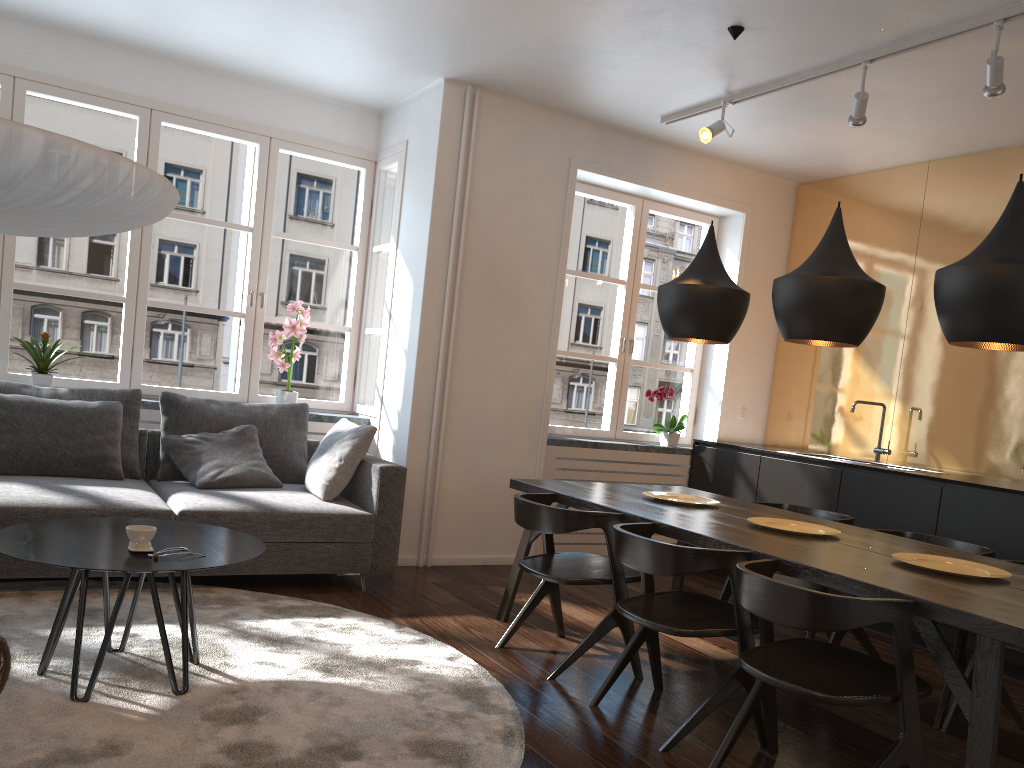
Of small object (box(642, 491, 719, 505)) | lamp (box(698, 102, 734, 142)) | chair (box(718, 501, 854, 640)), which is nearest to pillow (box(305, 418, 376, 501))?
small object (box(642, 491, 719, 505))

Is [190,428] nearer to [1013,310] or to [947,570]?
[947,570]

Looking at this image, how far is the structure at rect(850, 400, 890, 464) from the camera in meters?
5.5 m

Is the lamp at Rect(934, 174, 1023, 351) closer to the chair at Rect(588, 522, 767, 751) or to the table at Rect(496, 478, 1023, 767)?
the table at Rect(496, 478, 1023, 767)

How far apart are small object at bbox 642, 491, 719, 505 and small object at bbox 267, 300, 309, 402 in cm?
250

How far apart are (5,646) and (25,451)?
2.51m

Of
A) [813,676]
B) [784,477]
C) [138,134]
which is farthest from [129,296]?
[813,676]

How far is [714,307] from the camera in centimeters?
383cm

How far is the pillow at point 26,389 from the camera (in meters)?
4.46

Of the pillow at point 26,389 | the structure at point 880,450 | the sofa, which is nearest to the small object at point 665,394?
the structure at point 880,450
